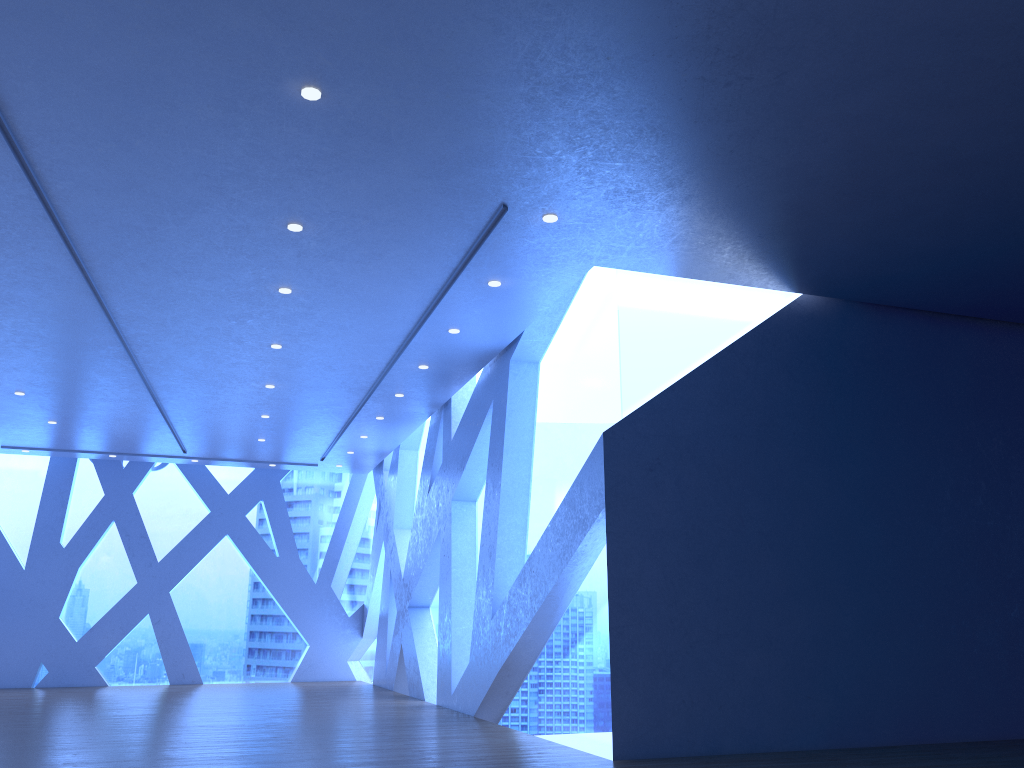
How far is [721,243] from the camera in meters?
7.0 m

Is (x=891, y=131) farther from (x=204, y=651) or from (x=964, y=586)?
(x=204, y=651)
